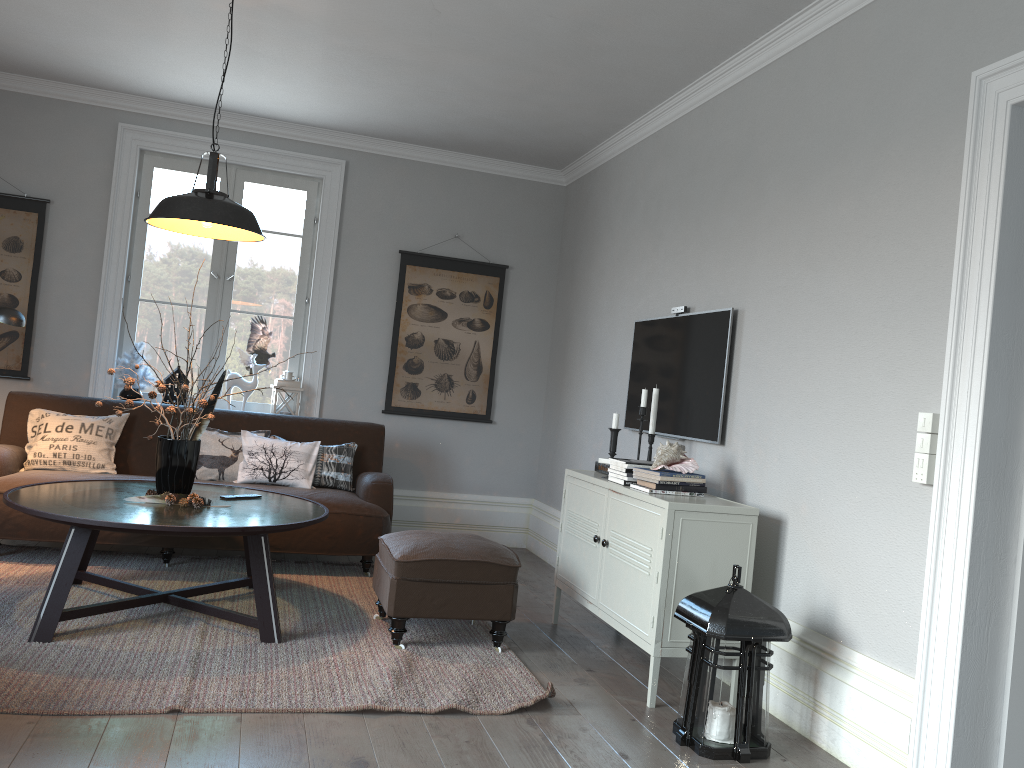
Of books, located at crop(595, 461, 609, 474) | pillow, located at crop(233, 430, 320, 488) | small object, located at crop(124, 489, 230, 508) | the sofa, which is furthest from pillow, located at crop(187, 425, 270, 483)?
books, located at crop(595, 461, 609, 474)

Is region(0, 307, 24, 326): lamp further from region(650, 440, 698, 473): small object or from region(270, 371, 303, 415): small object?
region(650, 440, 698, 473): small object

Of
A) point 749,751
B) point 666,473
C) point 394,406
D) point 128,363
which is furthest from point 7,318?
point 749,751

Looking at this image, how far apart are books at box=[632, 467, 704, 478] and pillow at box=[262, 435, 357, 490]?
2.4 meters

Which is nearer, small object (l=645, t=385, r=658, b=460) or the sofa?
small object (l=645, t=385, r=658, b=460)

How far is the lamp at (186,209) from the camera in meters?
3.6 m

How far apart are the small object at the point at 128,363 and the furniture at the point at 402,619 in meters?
2.5 m

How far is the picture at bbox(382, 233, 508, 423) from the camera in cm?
615

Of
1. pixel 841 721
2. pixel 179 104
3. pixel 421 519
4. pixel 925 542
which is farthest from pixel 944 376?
pixel 179 104

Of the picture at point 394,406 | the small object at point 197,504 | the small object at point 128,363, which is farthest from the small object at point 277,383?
the small object at point 197,504
